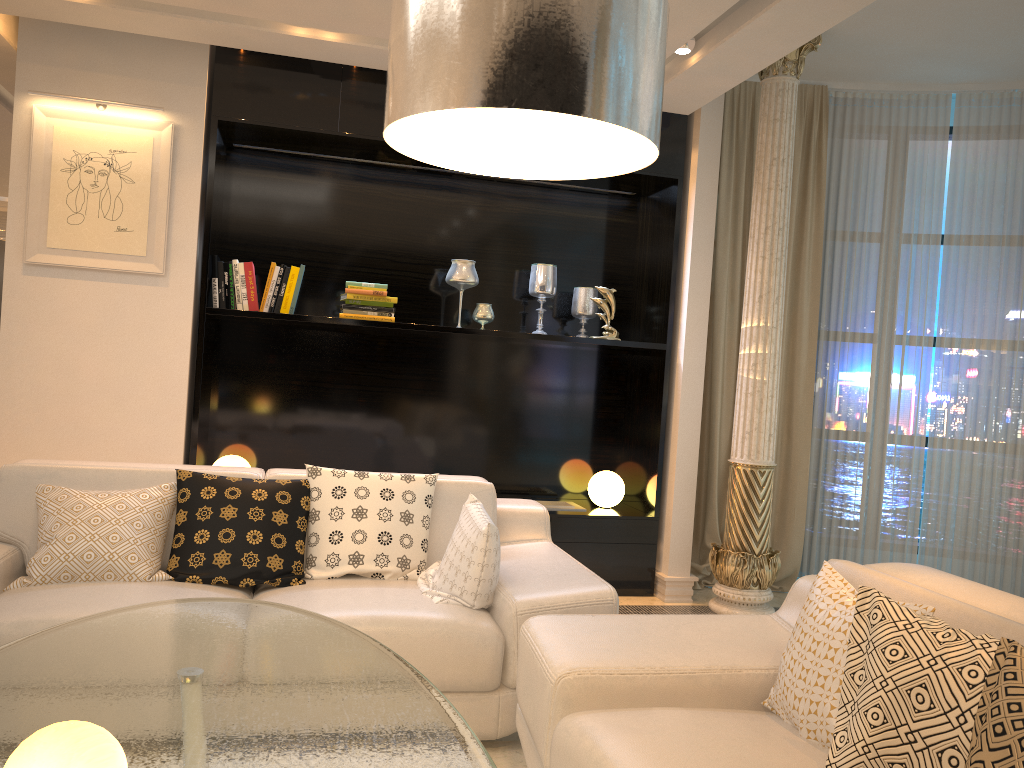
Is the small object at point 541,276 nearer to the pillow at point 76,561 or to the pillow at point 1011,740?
the pillow at point 76,561

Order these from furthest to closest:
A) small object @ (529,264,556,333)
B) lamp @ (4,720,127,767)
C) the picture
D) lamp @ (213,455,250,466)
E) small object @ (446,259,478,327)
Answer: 1. small object @ (529,264,556,333)
2. small object @ (446,259,478,327)
3. lamp @ (213,455,250,466)
4. the picture
5. lamp @ (4,720,127,767)

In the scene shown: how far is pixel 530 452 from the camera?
5.32m

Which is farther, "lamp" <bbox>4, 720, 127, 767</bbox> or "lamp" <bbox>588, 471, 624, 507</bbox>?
"lamp" <bbox>588, 471, 624, 507</bbox>

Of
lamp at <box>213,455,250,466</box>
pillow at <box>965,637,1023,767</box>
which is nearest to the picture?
lamp at <box>213,455,250,466</box>

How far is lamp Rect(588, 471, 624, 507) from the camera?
5.0m

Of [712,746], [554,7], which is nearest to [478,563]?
[712,746]

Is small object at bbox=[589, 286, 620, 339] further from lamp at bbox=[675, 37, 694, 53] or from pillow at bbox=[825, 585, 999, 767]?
pillow at bbox=[825, 585, 999, 767]

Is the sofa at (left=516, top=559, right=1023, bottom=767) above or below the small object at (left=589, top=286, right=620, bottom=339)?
below

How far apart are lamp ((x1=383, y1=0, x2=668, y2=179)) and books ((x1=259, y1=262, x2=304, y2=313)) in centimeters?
323cm
